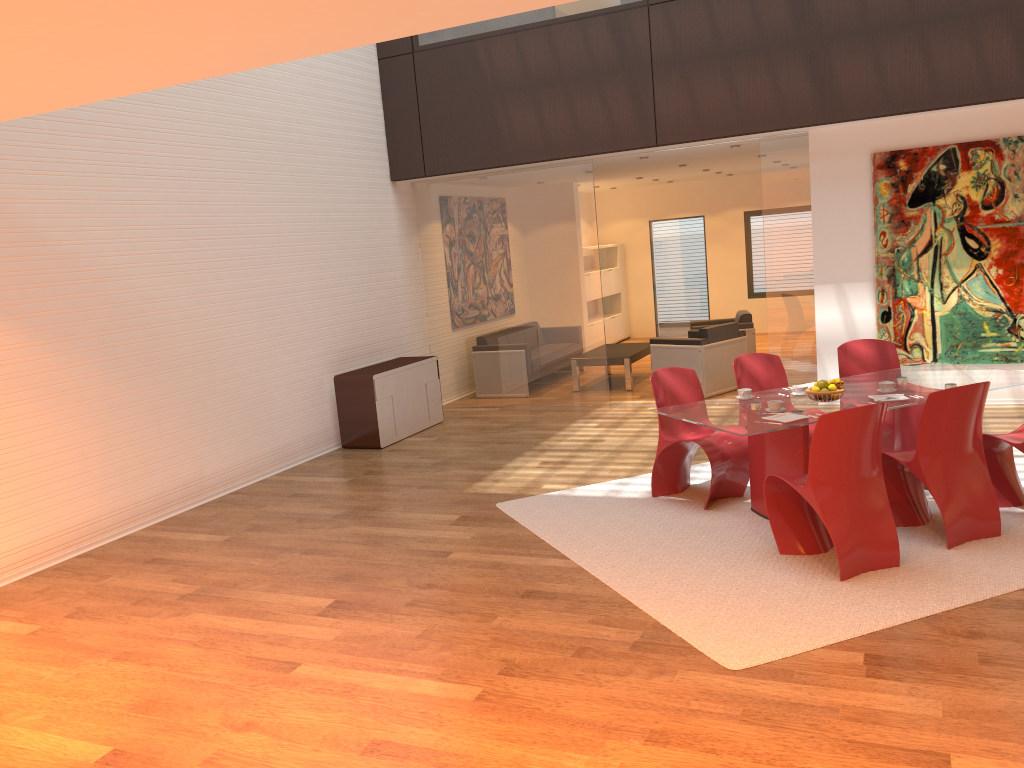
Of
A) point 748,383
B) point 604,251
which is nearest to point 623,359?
point 748,383

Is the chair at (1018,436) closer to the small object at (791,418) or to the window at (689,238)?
the small object at (791,418)

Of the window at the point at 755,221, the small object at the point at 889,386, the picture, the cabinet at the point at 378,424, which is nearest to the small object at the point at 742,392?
the small object at the point at 889,386

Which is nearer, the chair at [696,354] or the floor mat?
the floor mat

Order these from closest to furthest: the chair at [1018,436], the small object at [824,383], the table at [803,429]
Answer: the table at [803,429]
the chair at [1018,436]
the small object at [824,383]

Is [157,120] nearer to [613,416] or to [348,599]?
[348,599]

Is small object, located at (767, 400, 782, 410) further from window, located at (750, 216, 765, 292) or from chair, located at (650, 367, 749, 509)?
window, located at (750, 216, 765, 292)

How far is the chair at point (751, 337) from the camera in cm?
1096

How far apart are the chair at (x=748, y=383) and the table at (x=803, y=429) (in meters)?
0.51

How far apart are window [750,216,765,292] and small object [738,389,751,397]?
10.1 meters
